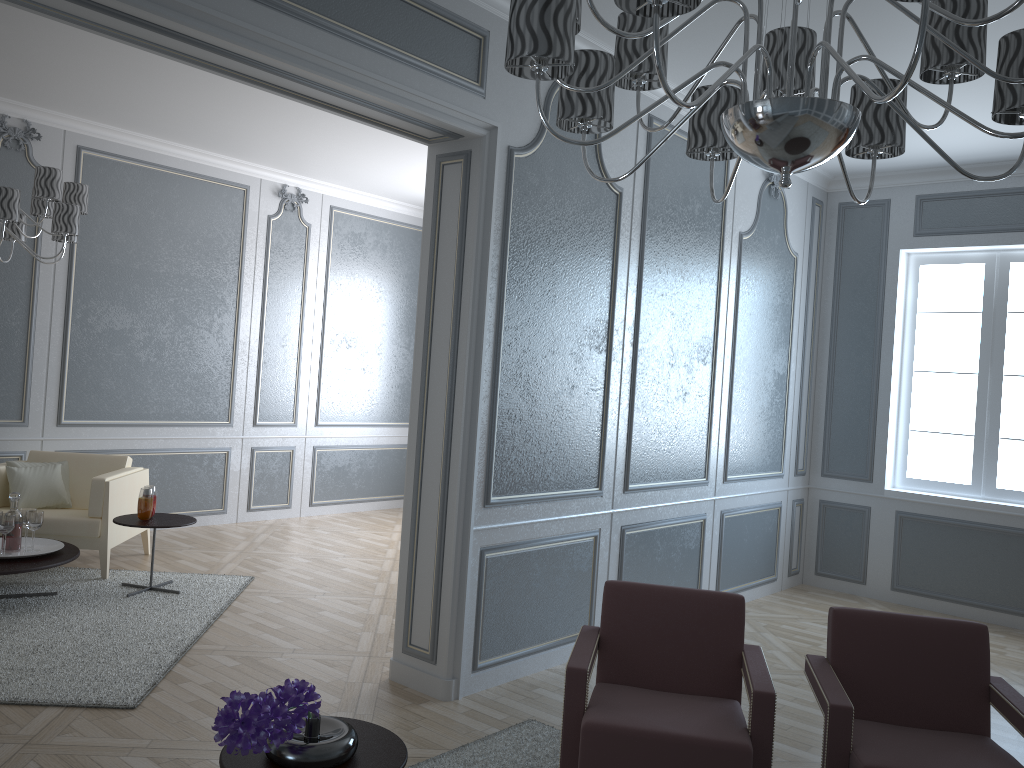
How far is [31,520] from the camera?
4.4m

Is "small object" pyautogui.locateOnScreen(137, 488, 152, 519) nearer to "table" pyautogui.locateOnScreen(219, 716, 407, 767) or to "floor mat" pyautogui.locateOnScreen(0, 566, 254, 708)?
"floor mat" pyautogui.locateOnScreen(0, 566, 254, 708)

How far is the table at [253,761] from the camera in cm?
194

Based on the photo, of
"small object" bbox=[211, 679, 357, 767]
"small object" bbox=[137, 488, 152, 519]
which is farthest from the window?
"small object" bbox=[211, 679, 357, 767]

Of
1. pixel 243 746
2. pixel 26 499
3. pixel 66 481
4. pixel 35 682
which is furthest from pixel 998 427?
pixel 26 499

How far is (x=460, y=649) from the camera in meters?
3.5

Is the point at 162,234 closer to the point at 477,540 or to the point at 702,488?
the point at 477,540

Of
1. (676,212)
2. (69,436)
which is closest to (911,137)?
(676,212)

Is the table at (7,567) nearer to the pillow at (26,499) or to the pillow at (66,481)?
the pillow at (26,499)

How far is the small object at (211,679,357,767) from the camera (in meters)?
1.72
